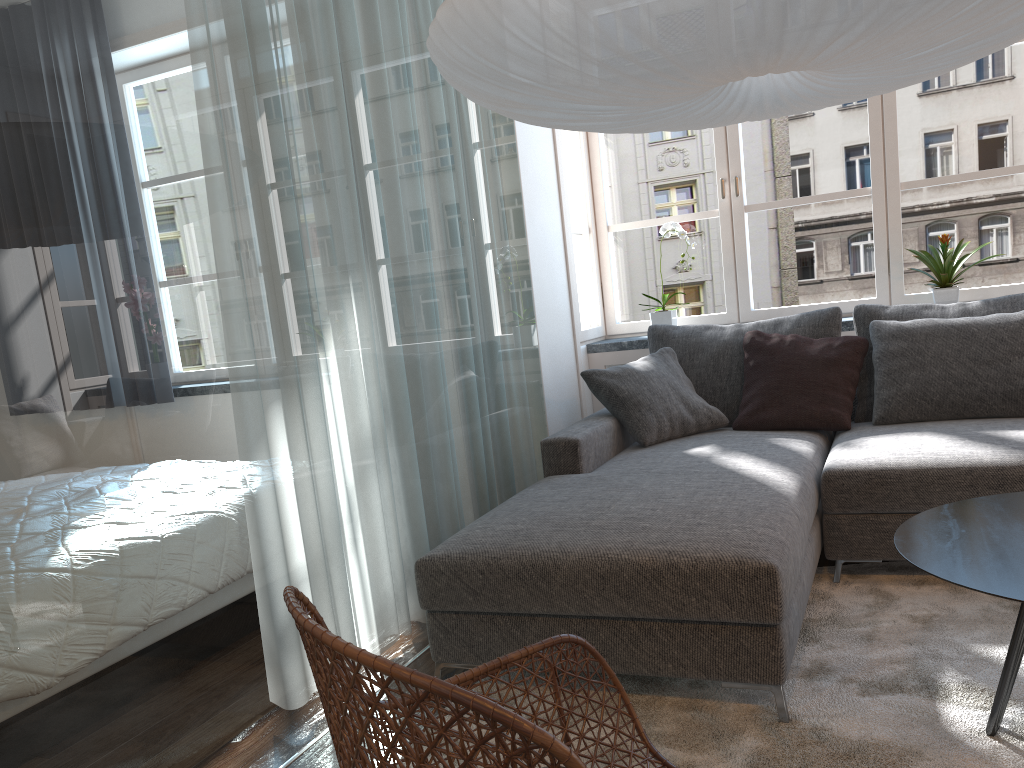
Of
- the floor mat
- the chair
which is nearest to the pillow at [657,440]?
the floor mat

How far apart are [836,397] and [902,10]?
2.1 meters

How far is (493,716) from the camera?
0.8 meters

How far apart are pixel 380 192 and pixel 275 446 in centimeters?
94cm

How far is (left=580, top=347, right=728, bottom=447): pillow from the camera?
3.5m

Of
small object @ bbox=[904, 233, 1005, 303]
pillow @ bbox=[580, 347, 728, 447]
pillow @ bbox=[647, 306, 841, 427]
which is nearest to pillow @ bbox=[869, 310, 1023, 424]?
pillow @ bbox=[647, 306, 841, 427]

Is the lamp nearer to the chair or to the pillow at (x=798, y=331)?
the chair

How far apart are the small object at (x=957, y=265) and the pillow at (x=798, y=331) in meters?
0.5 m

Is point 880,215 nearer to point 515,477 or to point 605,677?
point 515,477

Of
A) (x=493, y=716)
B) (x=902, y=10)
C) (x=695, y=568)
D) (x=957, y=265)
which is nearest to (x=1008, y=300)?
(x=957, y=265)
